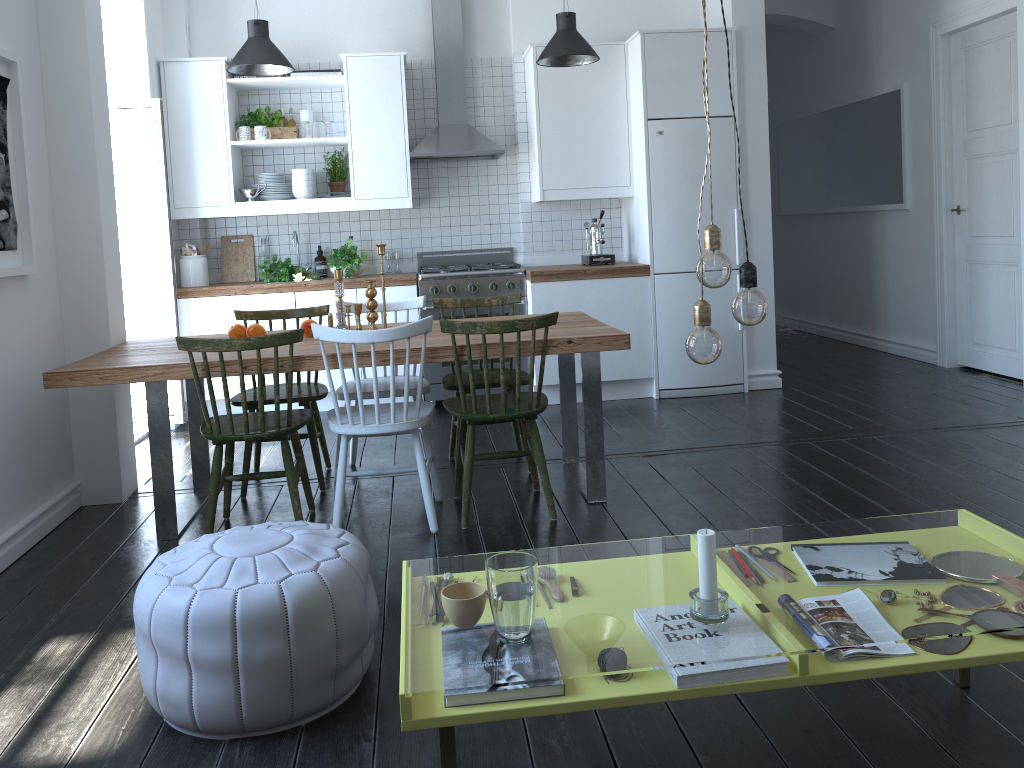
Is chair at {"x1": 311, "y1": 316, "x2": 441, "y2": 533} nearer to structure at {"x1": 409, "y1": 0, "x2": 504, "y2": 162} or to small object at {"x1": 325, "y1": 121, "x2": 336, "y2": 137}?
structure at {"x1": 409, "y1": 0, "x2": 504, "y2": 162}

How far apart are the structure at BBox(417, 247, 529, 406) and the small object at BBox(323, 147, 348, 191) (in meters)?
0.74

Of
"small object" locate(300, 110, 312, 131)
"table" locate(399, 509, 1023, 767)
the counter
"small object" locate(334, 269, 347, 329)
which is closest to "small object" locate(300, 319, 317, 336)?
"small object" locate(334, 269, 347, 329)

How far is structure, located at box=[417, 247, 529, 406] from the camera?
5.68m

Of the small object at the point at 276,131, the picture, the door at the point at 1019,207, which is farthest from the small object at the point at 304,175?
the door at the point at 1019,207

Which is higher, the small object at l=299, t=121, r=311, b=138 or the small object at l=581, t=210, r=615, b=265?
the small object at l=299, t=121, r=311, b=138

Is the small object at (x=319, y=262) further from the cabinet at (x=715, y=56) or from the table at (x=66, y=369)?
the table at (x=66, y=369)

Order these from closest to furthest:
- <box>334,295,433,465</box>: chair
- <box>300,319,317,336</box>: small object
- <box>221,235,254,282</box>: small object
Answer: <box>300,319,317,336</box>: small object < <box>334,295,433,465</box>: chair < <box>221,235,254,282</box>: small object

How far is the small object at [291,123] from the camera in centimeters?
594cm

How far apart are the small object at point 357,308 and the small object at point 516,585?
2.5m
